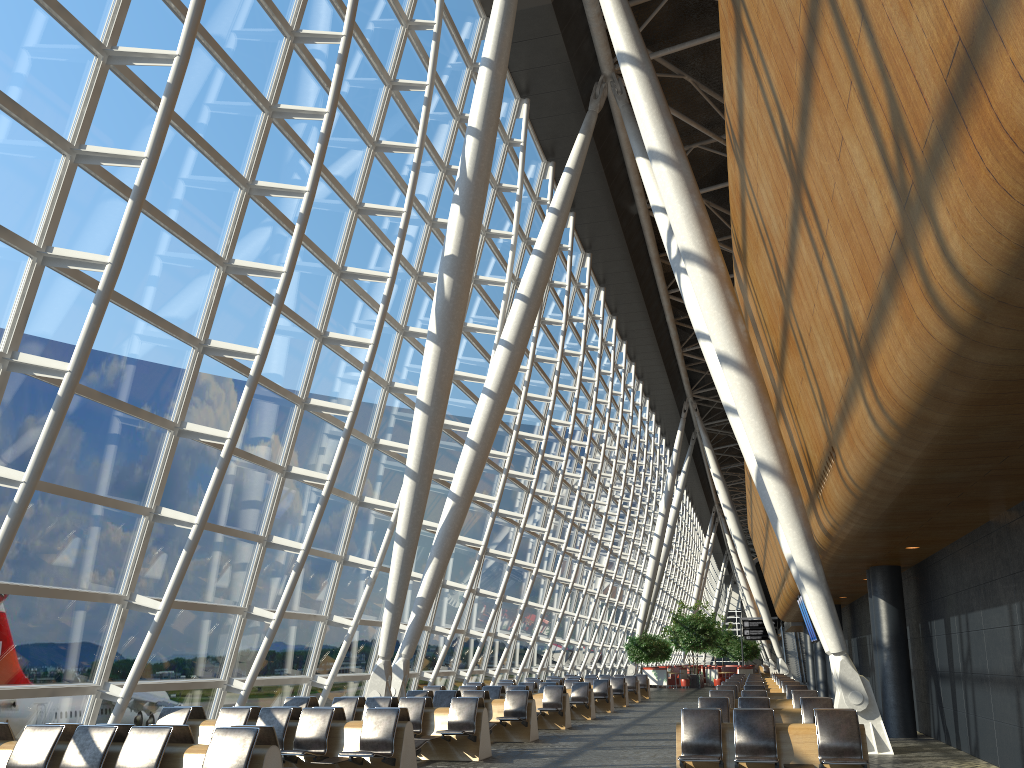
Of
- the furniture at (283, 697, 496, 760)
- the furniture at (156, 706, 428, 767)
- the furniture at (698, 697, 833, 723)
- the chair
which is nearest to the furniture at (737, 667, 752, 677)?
the chair

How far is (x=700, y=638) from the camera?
43.5m

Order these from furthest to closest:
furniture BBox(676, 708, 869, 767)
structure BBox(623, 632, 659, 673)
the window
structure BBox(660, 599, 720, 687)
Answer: structure BBox(660, 599, 720, 687), structure BBox(623, 632, 659, 673), the window, furniture BBox(676, 708, 869, 767)

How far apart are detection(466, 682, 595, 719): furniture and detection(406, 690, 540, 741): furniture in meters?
5.0

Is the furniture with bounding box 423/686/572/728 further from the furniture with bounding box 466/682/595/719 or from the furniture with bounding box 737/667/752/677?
the furniture with bounding box 737/667/752/677

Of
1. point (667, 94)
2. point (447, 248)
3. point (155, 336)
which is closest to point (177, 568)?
point (155, 336)

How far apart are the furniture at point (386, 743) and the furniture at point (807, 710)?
3.9 meters

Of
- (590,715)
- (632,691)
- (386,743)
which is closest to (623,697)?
(632,691)

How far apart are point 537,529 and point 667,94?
13.2m

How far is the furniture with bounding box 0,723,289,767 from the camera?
6.9 meters
